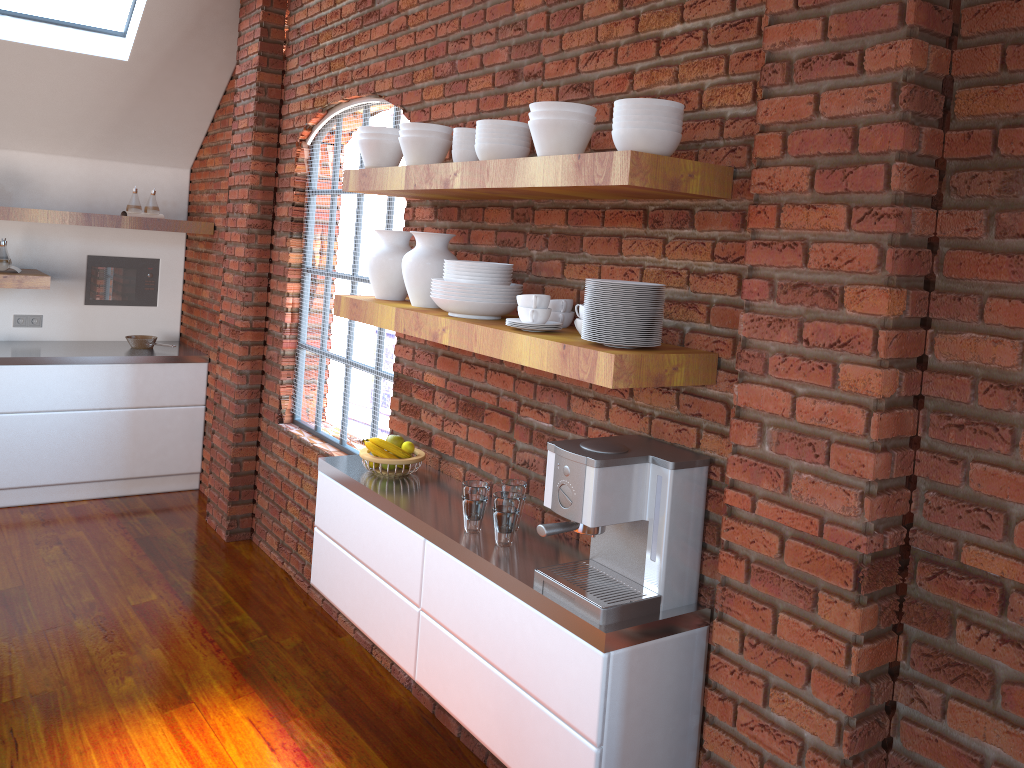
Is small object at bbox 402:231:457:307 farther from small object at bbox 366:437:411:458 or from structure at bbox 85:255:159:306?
structure at bbox 85:255:159:306

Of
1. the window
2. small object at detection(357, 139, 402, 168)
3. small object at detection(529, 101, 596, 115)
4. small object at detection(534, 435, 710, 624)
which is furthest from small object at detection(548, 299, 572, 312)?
the window

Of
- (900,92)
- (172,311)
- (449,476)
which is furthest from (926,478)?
(172,311)

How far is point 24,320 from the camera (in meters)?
5.61

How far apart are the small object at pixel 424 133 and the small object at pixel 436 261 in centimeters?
31cm

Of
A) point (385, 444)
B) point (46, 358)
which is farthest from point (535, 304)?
point (46, 358)

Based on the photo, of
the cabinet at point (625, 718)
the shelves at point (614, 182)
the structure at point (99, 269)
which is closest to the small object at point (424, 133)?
the shelves at point (614, 182)

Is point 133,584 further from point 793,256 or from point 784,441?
point 793,256

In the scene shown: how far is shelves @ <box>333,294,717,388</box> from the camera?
2.0m

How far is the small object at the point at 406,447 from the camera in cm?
317
